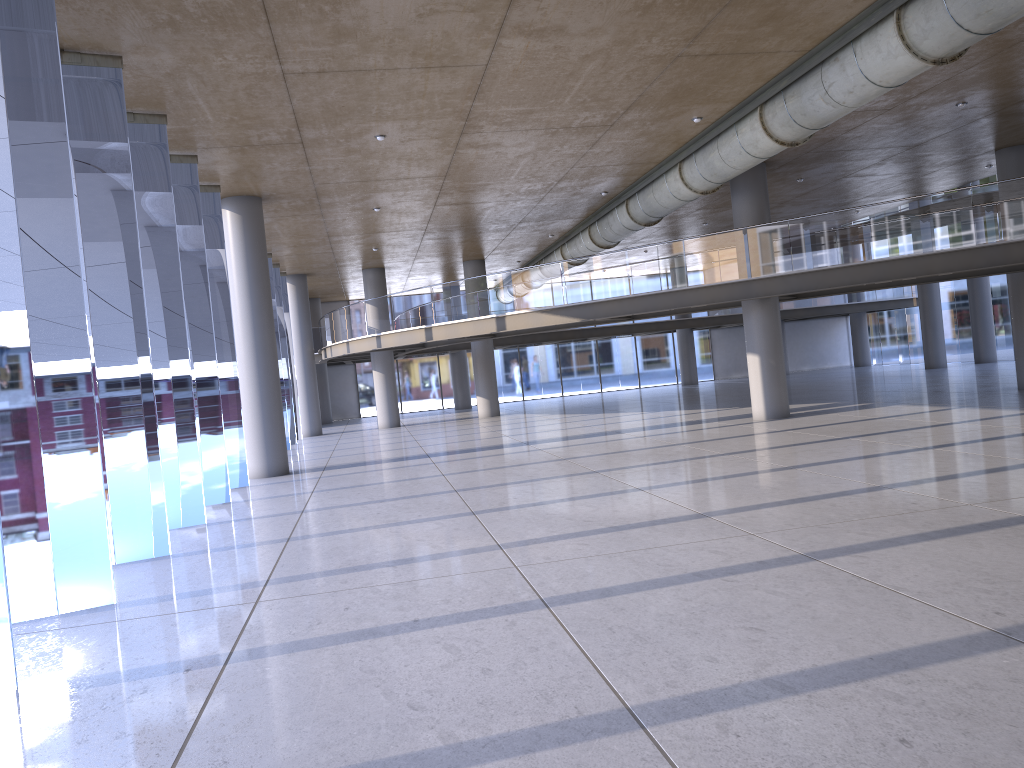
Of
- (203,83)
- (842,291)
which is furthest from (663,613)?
(842,291)
